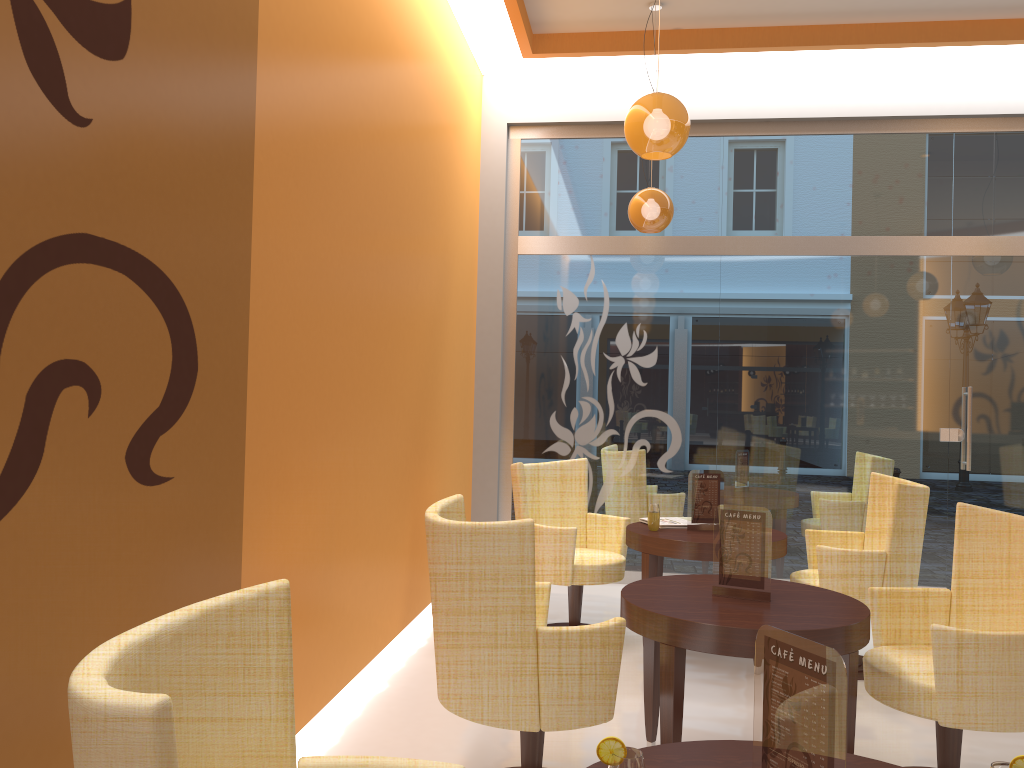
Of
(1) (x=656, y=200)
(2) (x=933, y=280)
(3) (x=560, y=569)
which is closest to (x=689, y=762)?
(3) (x=560, y=569)

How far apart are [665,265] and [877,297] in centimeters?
156cm

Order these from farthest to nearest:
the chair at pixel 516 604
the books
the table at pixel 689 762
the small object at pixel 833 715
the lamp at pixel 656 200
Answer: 1. the lamp at pixel 656 200
2. the books
3. the chair at pixel 516 604
4. the table at pixel 689 762
5. the small object at pixel 833 715

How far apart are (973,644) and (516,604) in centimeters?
148cm

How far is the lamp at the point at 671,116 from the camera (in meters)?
3.89

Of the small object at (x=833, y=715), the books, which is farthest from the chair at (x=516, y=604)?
the books

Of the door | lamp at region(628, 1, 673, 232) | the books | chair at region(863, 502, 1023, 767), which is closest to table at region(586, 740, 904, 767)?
chair at region(863, 502, 1023, 767)

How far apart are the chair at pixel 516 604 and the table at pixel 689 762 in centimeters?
93cm

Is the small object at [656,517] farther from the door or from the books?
the door

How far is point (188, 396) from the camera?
2.47m
